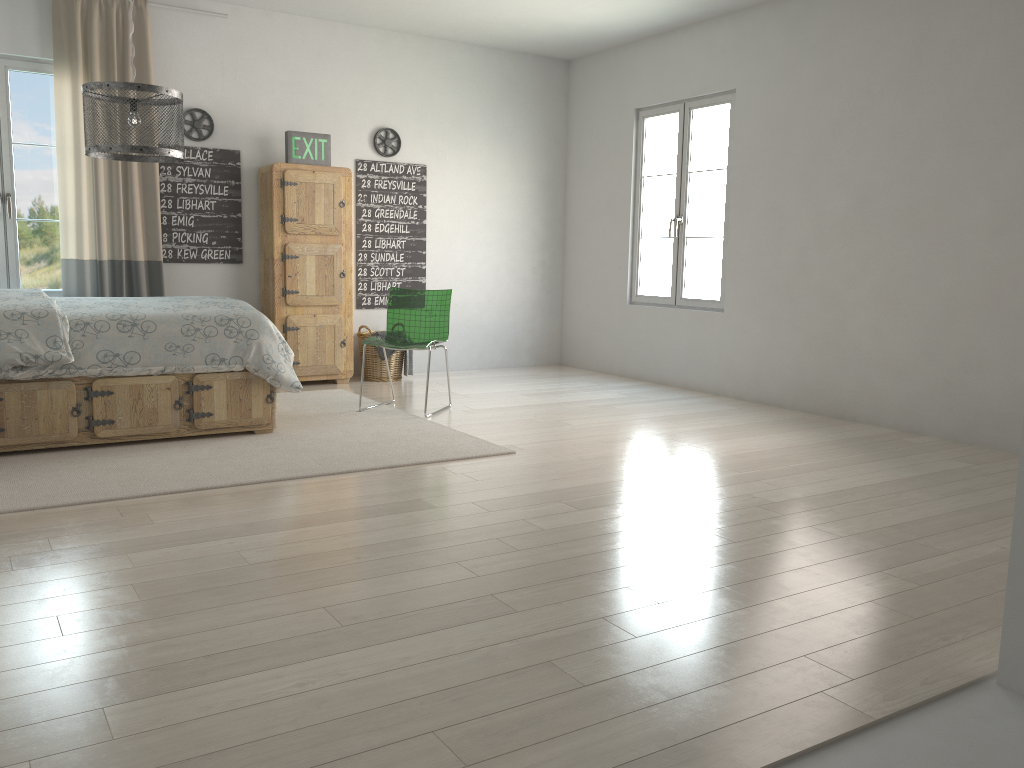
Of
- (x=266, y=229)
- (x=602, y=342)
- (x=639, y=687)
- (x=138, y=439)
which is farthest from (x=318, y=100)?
(x=639, y=687)

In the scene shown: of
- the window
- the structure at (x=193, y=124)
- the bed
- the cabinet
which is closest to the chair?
the bed

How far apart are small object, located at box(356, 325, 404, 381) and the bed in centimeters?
192cm

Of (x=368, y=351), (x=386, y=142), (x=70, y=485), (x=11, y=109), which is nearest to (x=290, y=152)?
(x=386, y=142)

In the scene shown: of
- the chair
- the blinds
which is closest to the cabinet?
the blinds

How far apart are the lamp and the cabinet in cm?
237

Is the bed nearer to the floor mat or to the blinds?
the floor mat

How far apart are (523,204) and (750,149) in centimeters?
221cm

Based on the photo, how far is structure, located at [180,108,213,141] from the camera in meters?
6.1 m

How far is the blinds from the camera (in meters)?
5.59
